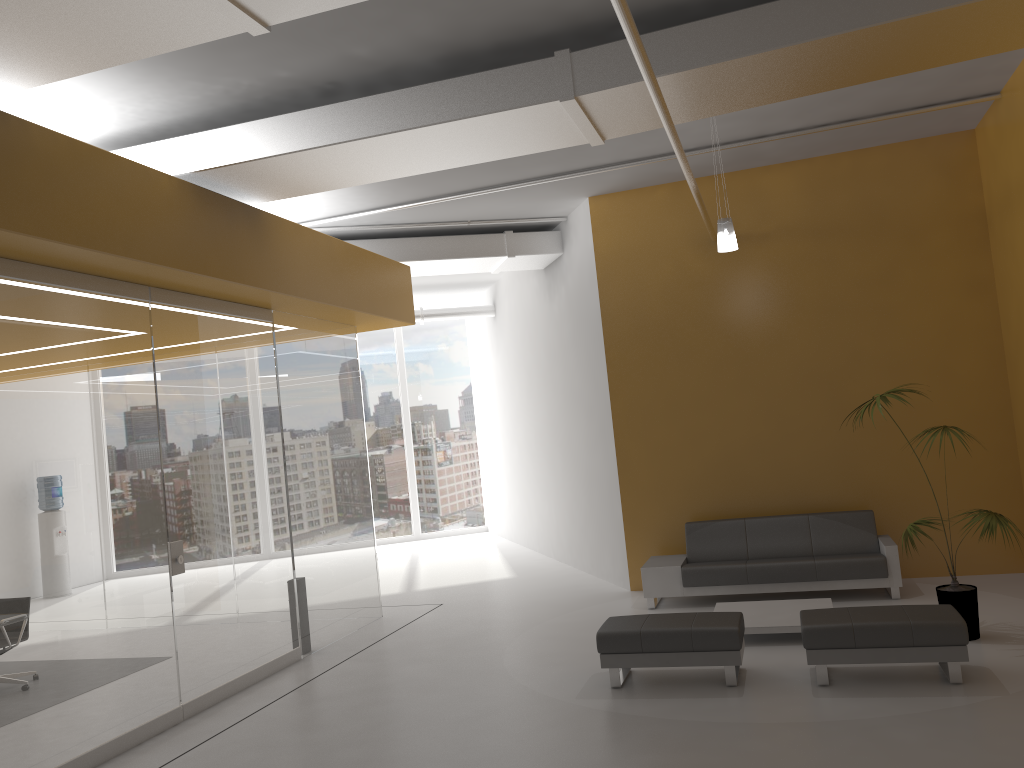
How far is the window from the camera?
17.43m

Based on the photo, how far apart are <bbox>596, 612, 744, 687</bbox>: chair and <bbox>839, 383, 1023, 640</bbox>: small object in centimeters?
164cm

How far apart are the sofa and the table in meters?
0.6

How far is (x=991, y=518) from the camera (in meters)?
6.46

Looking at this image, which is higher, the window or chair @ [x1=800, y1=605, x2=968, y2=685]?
the window

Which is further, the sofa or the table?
the sofa

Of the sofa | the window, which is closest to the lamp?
the sofa

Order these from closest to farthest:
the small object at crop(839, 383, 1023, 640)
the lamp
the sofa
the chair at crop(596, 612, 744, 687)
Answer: the chair at crop(596, 612, 744, 687) → the small object at crop(839, 383, 1023, 640) → the lamp → the sofa

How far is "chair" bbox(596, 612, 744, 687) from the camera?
6.1 meters

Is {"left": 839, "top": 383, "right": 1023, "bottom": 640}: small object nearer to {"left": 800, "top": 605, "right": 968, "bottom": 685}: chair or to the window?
{"left": 800, "top": 605, "right": 968, "bottom": 685}: chair
